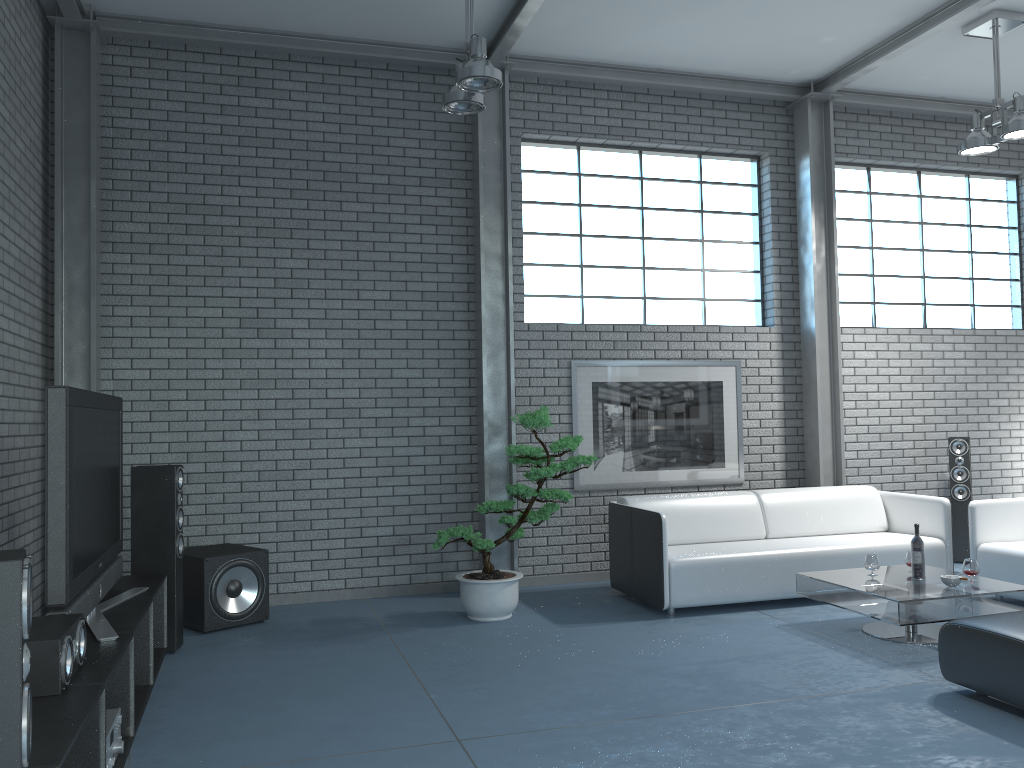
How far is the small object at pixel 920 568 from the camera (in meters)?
5.12

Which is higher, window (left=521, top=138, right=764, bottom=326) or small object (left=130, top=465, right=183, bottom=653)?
window (left=521, top=138, right=764, bottom=326)

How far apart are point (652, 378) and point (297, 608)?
3.2 meters

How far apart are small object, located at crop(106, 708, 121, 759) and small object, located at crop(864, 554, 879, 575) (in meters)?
4.10

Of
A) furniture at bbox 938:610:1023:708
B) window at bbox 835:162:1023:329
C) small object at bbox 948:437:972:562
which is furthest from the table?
window at bbox 835:162:1023:329

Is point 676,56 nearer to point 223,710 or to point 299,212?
point 299,212

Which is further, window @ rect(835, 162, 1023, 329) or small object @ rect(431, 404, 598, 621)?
window @ rect(835, 162, 1023, 329)

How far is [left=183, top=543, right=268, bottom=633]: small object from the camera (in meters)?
5.40

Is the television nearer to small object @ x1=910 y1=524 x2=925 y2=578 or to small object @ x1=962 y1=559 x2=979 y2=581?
small object @ x1=910 y1=524 x2=925 y2=578

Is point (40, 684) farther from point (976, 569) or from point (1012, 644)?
point (976, 569)
